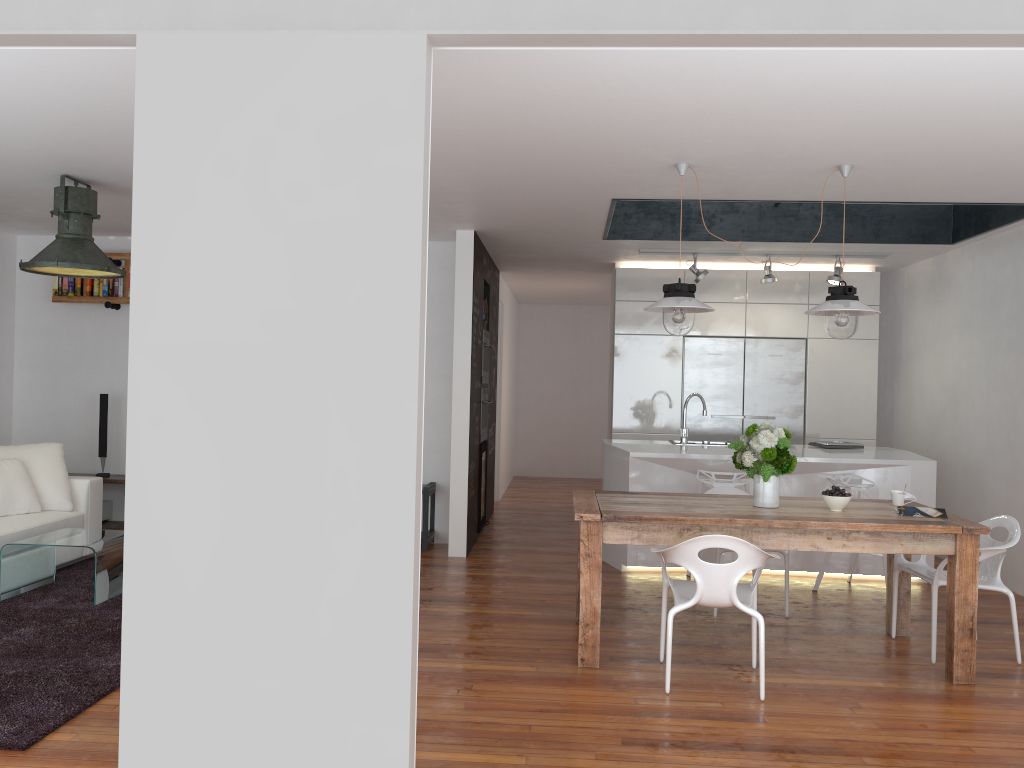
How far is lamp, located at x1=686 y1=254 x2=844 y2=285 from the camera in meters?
7.4

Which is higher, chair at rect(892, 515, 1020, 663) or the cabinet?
the cabinet

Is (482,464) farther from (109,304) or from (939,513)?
(939,513)

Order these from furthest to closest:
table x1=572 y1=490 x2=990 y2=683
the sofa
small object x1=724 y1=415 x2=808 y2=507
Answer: the sofa → small object x1=724 y1=415 x2=808 y2=507 → table x1=572 y1=490 x2=990 y2=683

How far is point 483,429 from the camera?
7.8m

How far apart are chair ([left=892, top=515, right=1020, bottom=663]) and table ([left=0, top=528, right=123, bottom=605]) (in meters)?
4.45

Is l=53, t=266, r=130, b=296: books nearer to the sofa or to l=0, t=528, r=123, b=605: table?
the sofa

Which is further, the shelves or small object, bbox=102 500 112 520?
small object, bbox=102 500 112 520

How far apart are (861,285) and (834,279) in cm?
87

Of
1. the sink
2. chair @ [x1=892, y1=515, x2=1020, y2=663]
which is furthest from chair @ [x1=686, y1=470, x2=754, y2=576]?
chair @ [x1=892, y1=515, x2=1020, y2=663]
